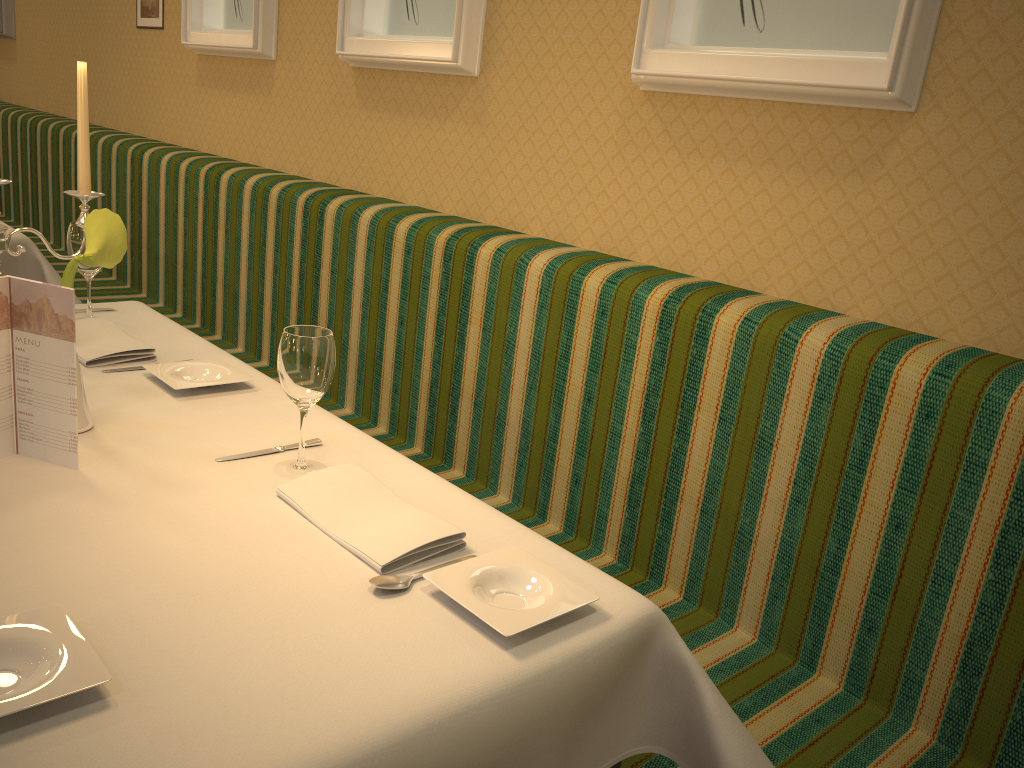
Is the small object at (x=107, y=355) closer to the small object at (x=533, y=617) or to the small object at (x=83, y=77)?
the small object at (x=83, y=77)

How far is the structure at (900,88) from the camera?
1.6 meters

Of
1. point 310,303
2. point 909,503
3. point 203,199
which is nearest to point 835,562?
point 909,503

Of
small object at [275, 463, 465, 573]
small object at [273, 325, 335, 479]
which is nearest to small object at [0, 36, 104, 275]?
small object at [273, 325, 335, 479]

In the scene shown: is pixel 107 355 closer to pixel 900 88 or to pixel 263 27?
pixel 900 88

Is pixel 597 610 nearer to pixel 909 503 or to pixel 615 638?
pixel 615 638

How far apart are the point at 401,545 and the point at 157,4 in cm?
378

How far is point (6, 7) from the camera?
5.6m

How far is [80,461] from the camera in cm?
134

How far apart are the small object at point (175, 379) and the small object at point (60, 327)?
0.3 meters
